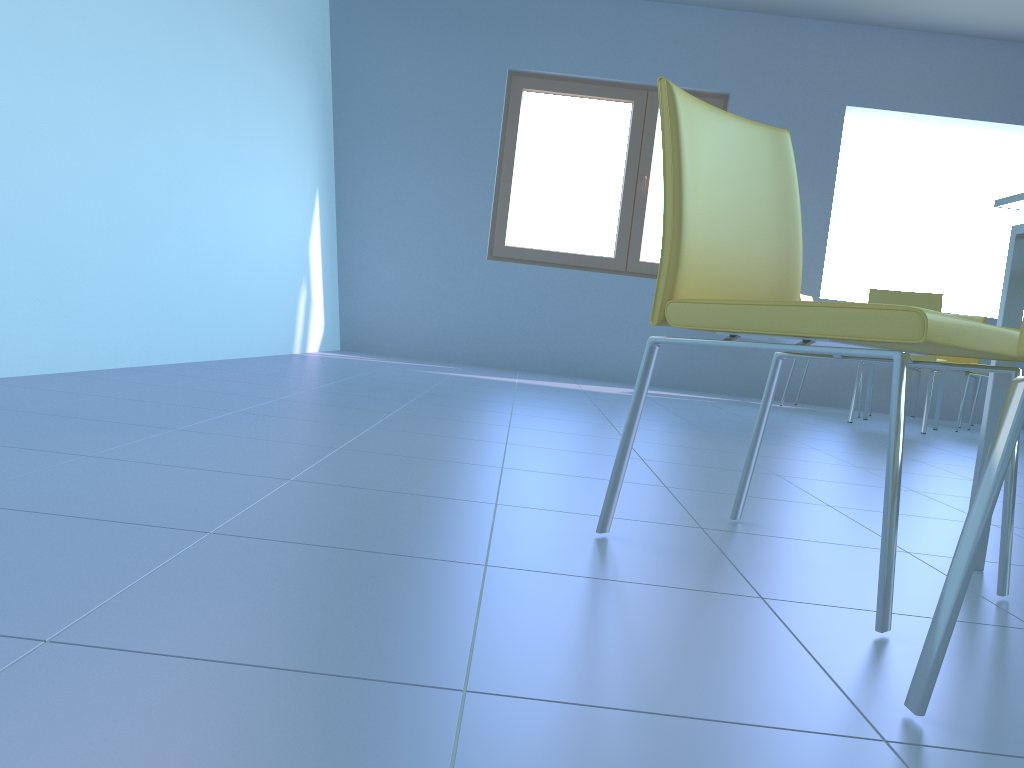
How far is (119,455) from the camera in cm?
156

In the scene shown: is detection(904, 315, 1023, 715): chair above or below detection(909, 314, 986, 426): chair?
below

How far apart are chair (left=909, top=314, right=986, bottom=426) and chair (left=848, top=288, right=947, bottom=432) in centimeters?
139cm

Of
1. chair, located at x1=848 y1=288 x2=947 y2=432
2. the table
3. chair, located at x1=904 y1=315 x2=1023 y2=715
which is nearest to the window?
chair, located at x1=848 y1=288 x2=947 y2=432

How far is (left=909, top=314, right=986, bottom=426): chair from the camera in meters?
5.6

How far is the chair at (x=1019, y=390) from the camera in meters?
0.8 m

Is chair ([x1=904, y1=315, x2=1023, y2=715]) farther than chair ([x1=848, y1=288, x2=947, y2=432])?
No

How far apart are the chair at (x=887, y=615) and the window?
4.5 meters

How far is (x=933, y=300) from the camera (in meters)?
4.39

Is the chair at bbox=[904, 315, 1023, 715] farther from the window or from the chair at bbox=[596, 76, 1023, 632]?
the window
